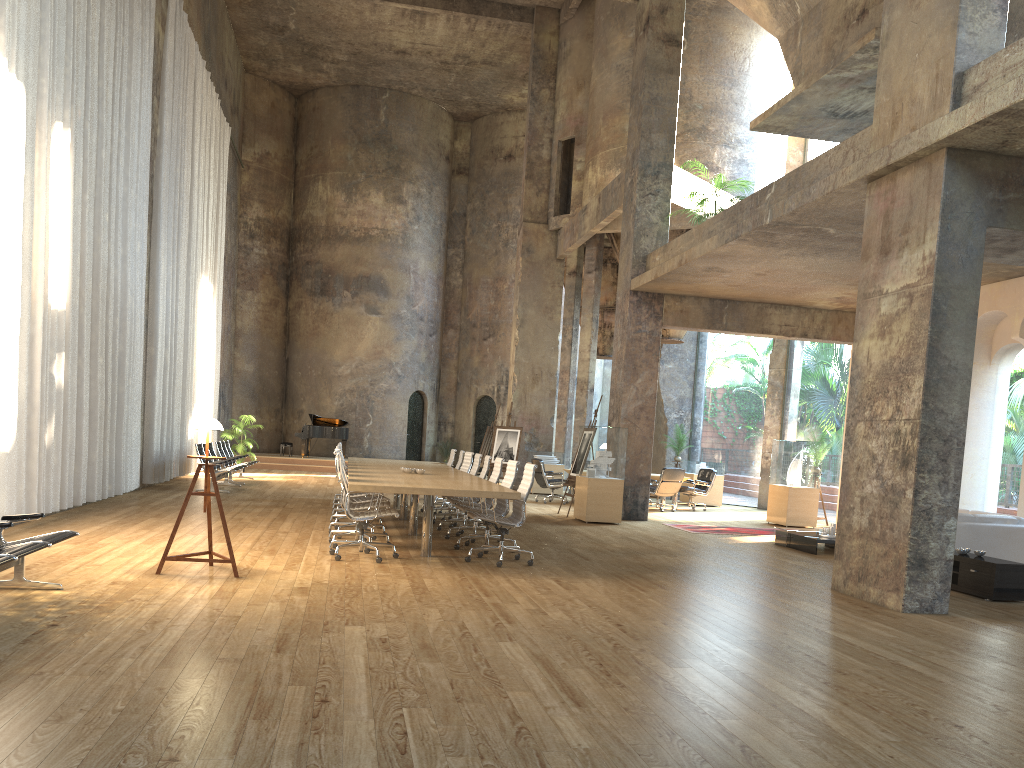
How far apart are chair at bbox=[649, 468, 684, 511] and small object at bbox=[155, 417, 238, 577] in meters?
11.1

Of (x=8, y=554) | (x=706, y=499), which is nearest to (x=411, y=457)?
(x=706, y=499)

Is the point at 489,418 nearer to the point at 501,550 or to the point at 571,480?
the point at 571,480

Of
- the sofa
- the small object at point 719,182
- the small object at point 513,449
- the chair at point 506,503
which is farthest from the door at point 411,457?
the sofa

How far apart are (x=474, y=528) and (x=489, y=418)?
18.33m

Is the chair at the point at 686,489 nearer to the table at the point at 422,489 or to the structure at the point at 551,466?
the structure at the point at 551,466

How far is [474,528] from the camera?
10.5 meters

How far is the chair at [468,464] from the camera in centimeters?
1327cm

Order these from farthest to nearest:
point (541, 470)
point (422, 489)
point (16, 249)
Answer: point (541, 470), point (16, 249), point (422, 489)

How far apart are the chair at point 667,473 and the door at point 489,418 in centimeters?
1177cm
